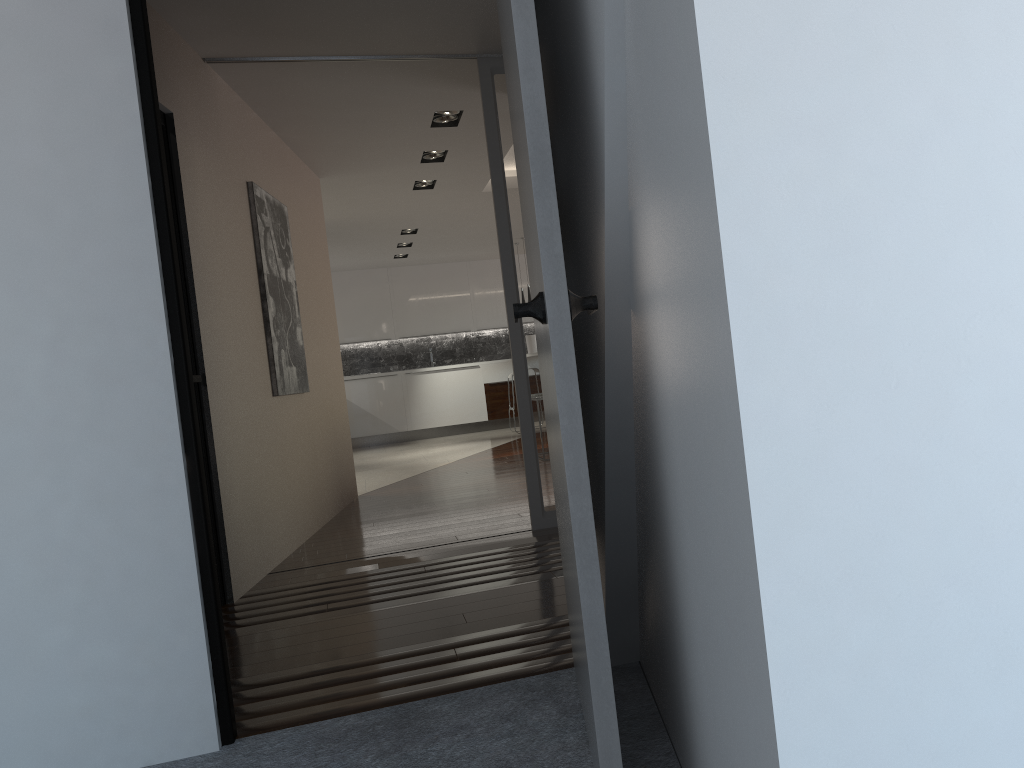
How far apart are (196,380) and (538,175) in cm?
262

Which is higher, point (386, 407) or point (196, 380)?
point (196, 380)

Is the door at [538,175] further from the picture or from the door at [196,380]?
the picture

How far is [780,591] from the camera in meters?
0.9 m

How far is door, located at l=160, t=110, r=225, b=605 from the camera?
3.7 meters

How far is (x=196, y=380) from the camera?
3.7 meters

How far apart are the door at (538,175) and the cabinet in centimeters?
1025cm

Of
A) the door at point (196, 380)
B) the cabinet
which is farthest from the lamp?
the cabinet

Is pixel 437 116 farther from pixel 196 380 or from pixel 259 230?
pixel 196 380

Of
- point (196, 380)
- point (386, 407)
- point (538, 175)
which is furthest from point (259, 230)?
point (386, 407)
